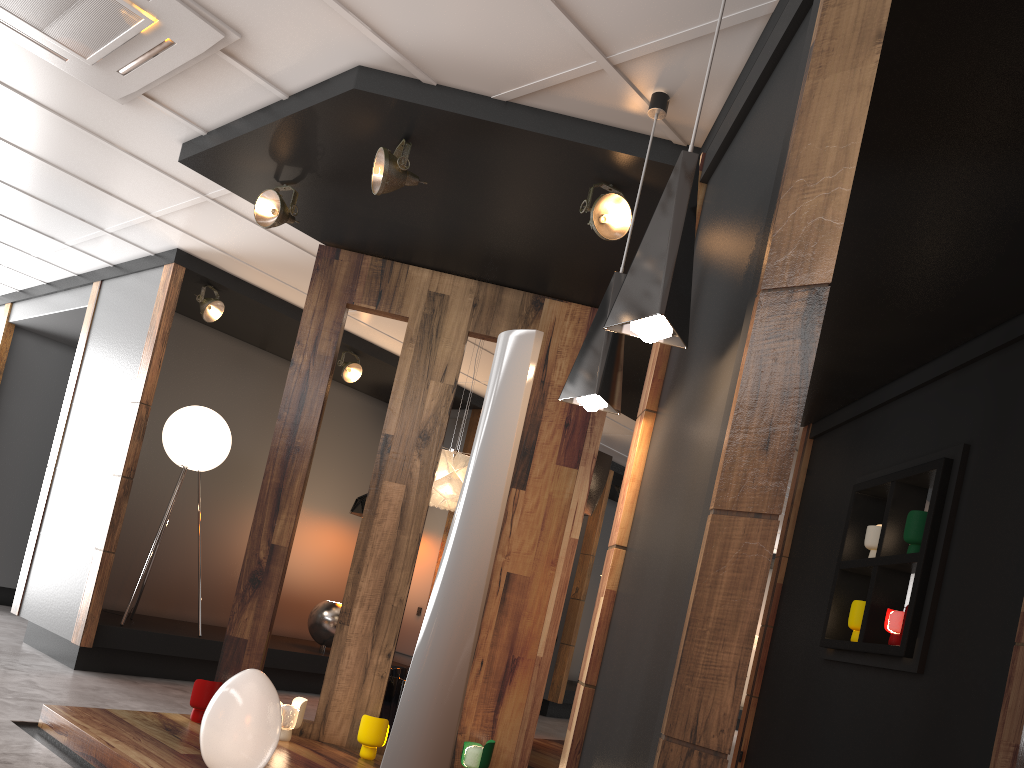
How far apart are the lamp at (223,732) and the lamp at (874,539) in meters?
3.3

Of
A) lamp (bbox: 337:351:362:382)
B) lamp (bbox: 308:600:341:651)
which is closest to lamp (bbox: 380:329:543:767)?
lamp (bbox: 337:351:362:382)

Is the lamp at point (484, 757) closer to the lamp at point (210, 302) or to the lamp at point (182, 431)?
the lamp at point (182, 431)

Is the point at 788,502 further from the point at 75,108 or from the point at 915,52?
Result: the point at 75,108

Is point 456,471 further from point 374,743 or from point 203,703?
point 203,703

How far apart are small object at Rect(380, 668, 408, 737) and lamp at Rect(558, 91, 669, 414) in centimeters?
271cm

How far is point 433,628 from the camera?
2.6m

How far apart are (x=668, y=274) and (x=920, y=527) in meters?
2.9

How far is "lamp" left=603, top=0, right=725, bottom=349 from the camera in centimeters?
226cm

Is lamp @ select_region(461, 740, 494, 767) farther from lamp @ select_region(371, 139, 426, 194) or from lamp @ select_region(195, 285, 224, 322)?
lamp @ select_region(195, 285, 224, 322)
